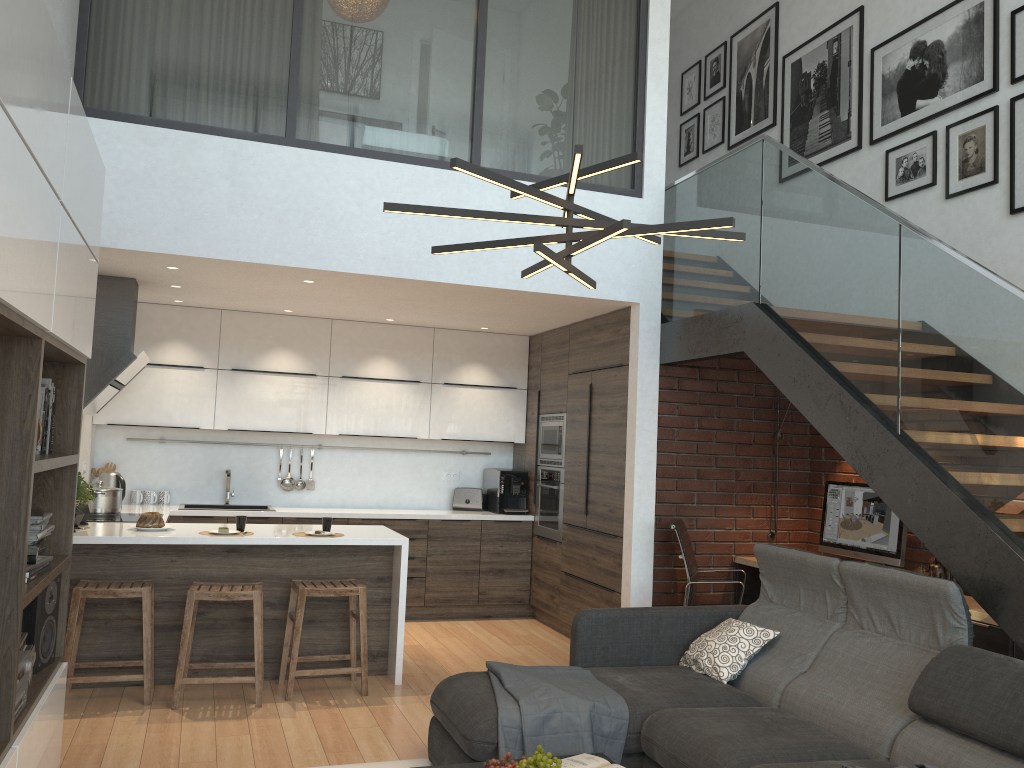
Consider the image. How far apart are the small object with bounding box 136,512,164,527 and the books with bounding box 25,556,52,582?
2.1m

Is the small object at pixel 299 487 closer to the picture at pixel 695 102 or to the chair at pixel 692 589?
the chair at pixel 692 589

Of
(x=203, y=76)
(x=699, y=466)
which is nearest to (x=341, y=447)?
(x=699, y=466)

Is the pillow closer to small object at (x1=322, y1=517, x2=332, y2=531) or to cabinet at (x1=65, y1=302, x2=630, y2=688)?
cabinet at (x1=65, y1=302, x2=630, y2=688)

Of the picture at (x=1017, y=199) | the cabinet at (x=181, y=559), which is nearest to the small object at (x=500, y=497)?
the cabinet at (x=181, y=559)

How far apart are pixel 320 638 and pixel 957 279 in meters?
3.9 m

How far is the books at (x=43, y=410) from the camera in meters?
3.2

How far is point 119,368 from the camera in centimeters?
539cm

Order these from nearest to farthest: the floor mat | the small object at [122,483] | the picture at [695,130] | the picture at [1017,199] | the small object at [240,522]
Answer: the floor mat → the picture at [1017,199] → the small object at [240,522] → the small object at [122,483] → the picture at [695,130]

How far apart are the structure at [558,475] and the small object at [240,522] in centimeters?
261cm
